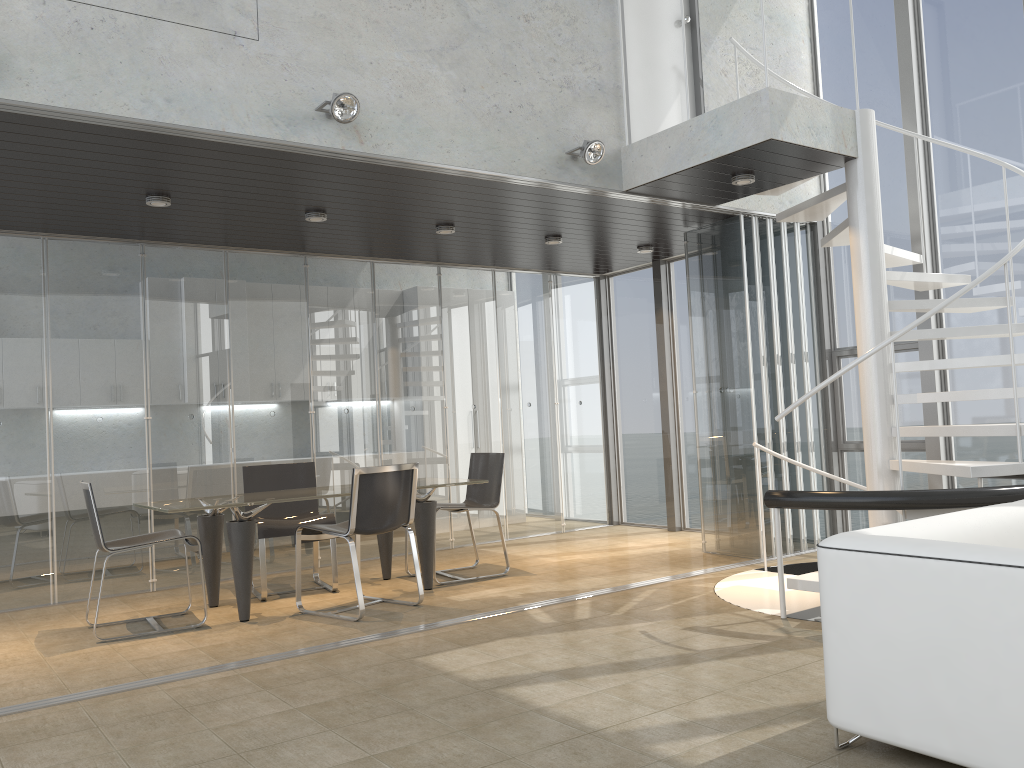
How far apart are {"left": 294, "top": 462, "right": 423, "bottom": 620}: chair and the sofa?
3.09m

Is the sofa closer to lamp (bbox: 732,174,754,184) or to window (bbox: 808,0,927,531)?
lamp (bbox: 732,174,754,184)

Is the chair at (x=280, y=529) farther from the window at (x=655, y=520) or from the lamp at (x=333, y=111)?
the window at (x=655, y=520)

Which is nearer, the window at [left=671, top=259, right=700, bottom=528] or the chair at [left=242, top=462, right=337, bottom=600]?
the chair at [left=242, top=462, right=337, bottom=600]

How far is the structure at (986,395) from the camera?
5.1 meters

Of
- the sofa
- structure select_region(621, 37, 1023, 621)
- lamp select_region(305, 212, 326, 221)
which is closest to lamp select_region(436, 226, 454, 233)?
lamp select_region(305, 212, 326, 221)

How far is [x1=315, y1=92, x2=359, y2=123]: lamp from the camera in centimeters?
466cm

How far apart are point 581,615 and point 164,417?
3.71m

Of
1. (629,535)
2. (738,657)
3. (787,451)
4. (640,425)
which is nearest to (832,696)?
(738,657)

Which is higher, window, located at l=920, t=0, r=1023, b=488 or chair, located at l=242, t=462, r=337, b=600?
window, located at l=920, t=0, r=1023, b=488
